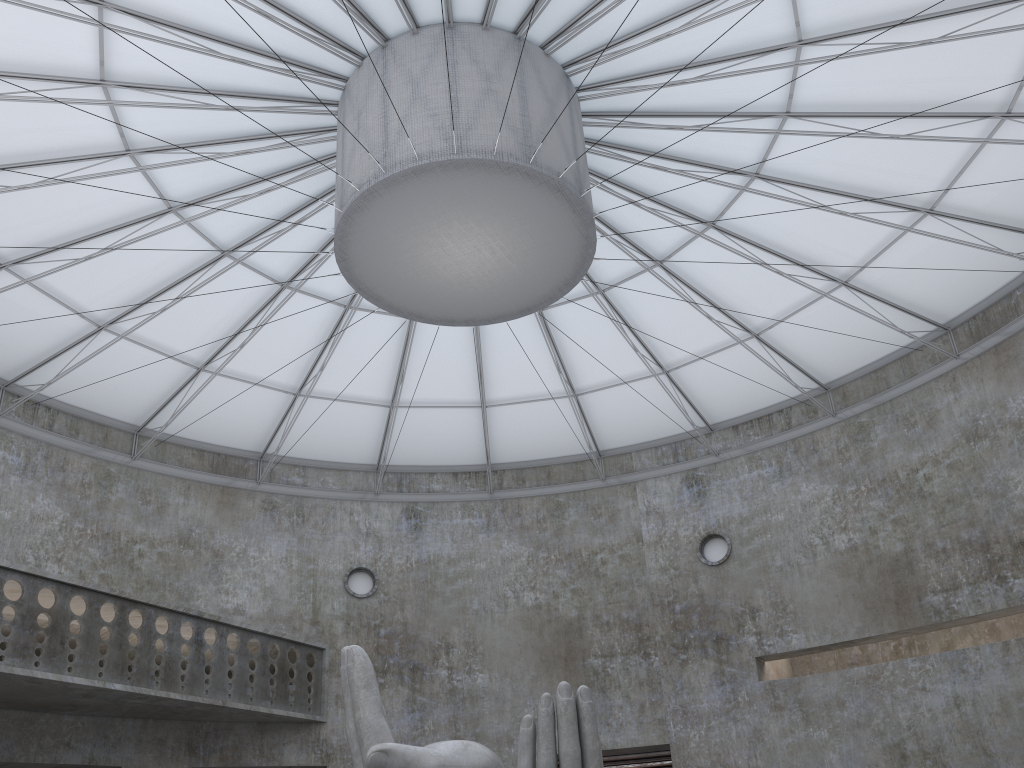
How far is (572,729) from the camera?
15.7m

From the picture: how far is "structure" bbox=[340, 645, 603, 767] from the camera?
15.73m

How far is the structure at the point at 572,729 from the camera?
15.73m
